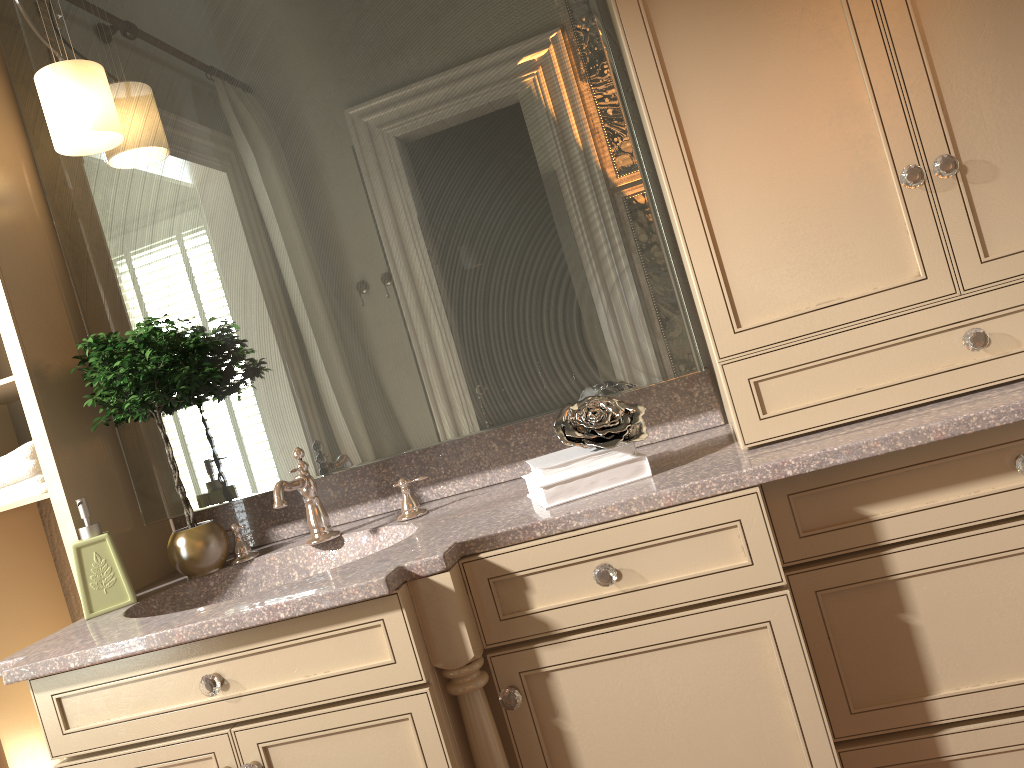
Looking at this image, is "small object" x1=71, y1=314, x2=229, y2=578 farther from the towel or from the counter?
the towel

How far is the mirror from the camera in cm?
179

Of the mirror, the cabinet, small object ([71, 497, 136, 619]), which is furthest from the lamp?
the cabinet

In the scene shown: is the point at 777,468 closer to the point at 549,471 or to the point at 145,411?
the point at 549,471

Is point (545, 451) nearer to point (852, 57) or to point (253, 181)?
point (253, 181)

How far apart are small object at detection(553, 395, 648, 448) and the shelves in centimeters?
104cm

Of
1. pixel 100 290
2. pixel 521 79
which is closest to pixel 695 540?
pixel 521 79

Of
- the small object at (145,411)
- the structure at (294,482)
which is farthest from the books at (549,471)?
the small object at (145,411)

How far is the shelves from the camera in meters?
1.8

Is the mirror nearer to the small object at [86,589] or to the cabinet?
the cabinet
